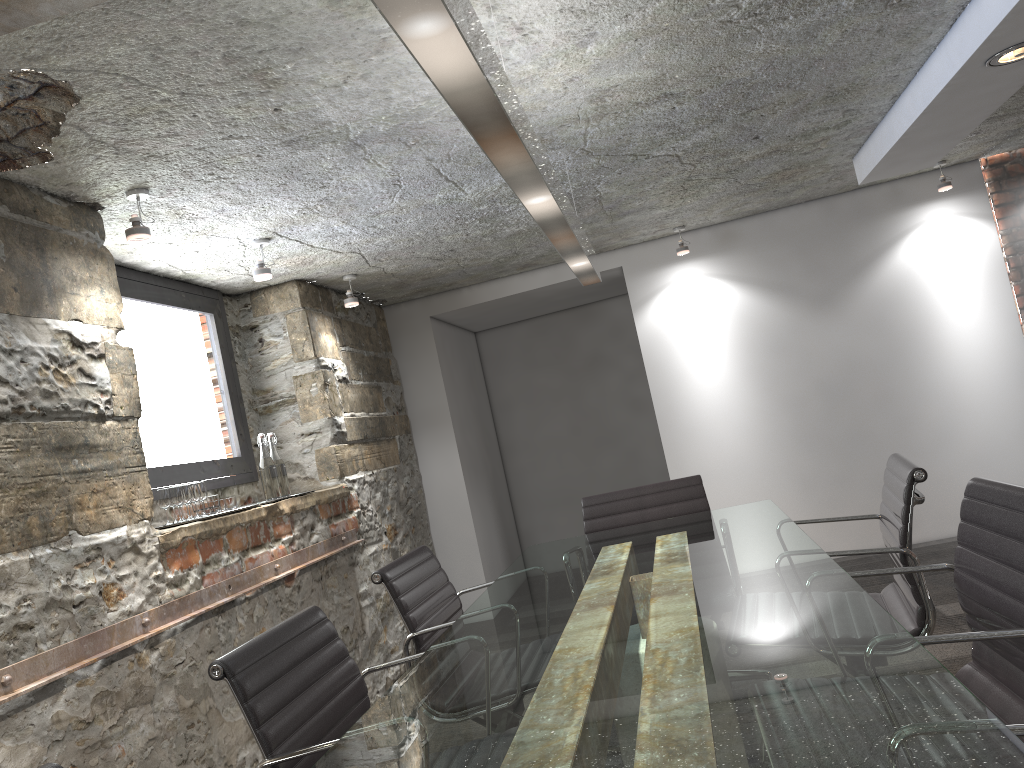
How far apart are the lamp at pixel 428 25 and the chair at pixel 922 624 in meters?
1.1

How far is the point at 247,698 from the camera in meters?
1.7

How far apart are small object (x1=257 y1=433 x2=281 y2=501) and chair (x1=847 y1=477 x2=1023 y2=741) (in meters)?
2.60

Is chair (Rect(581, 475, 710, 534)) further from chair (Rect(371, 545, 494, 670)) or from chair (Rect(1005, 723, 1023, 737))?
chair (Rect(1005, 723, 1023, 737))

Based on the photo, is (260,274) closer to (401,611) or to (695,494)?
(401,611)

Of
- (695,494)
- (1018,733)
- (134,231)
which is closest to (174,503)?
(134,231)

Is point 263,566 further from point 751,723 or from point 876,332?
point 876,332

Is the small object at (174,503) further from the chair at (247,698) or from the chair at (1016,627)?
the chair at (1016,627)

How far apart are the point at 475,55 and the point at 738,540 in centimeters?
172cm

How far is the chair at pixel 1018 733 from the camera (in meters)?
1.03
